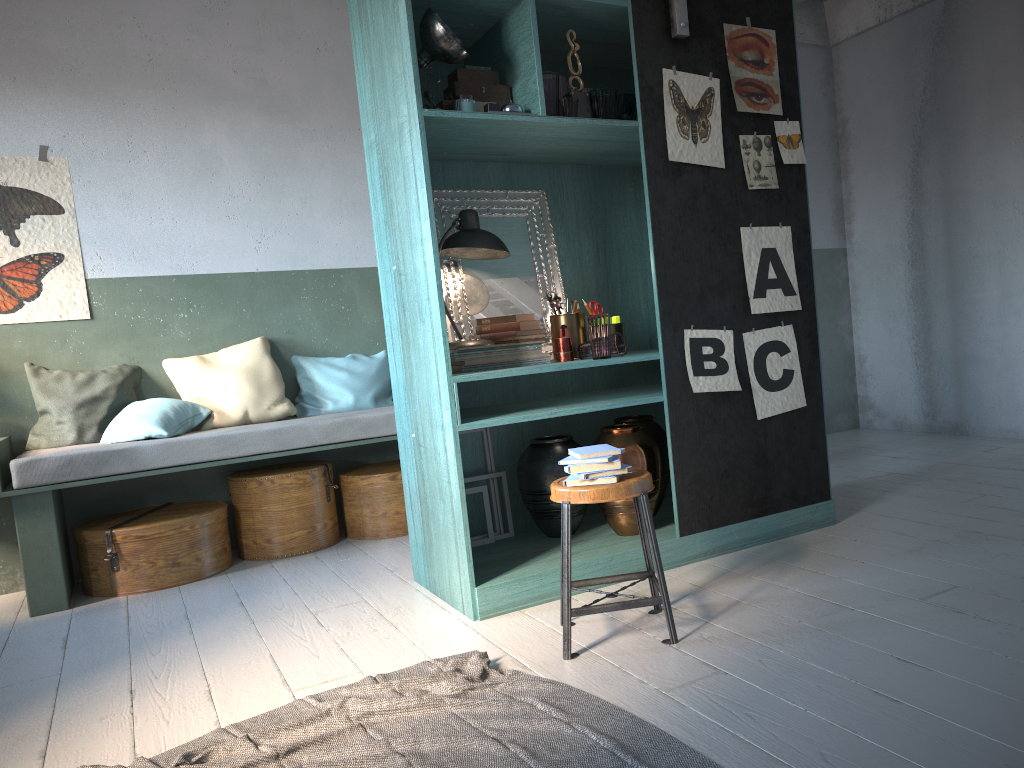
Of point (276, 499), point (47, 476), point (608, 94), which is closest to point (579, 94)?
point (608, 94)

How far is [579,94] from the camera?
4.2 meters

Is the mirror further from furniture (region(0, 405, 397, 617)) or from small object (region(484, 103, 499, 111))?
furniture (region(0, 405, 397, 617))

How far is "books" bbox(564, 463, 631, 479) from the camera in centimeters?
334cm

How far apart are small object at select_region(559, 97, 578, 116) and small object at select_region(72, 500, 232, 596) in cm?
328

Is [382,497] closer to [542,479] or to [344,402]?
[344,402]

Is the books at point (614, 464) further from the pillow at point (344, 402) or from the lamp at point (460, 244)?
the pillow at point (344, 402)

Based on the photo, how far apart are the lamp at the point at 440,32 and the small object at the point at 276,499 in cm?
275

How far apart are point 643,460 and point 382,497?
2.2m

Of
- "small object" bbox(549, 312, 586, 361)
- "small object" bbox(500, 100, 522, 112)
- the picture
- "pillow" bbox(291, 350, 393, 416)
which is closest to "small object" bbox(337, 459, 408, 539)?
"pillow" bbox(291, 350, 393, 416)
